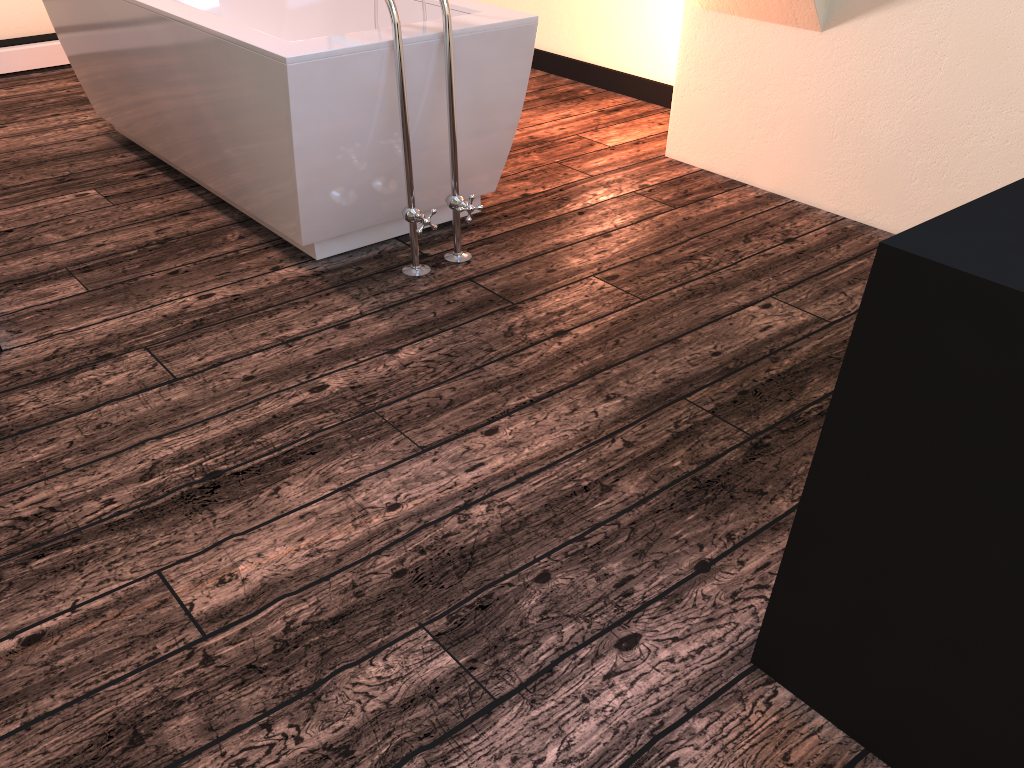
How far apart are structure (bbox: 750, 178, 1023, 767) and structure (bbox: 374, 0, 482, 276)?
1.56m

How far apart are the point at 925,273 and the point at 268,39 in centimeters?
194cm

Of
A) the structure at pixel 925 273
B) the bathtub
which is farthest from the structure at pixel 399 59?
the structure at pixel 925 273

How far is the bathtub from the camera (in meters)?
2.34

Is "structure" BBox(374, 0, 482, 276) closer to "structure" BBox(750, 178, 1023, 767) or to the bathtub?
the bathtub

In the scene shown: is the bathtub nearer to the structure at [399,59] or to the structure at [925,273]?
the structure at [399,59]

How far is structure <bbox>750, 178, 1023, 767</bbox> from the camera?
0.94m

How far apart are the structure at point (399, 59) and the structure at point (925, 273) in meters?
1.6 m

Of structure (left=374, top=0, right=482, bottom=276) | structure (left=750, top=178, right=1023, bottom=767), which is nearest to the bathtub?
structure (left=374, top=0, right=482, bottom=276)

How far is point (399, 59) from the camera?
2.3 meters
